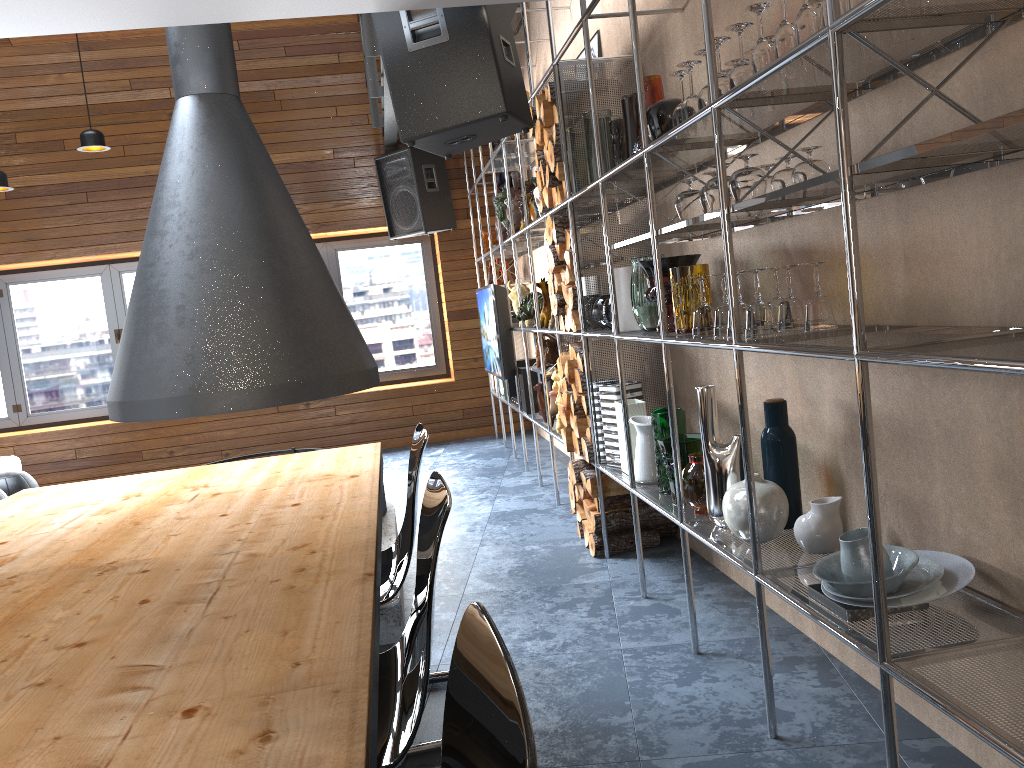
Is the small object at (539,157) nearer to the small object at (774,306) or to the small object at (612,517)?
the small object at (612,517)

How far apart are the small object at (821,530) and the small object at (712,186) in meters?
0.8 m

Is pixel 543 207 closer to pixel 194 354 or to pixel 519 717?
pixel 194 354

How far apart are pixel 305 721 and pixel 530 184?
4.3 meters

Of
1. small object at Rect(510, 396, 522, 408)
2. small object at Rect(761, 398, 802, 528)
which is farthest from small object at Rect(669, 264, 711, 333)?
small object at Rect(510, 396, 522, 408)

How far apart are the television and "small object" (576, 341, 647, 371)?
2.0 meters

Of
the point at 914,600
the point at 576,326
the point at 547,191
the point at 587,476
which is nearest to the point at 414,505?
the point at 914,600

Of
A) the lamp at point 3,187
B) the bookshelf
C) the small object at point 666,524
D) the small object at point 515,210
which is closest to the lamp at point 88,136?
the lamp at point 3,187

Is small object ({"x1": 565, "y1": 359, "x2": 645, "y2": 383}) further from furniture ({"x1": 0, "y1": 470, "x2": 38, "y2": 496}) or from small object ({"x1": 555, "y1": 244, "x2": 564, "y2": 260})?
furniture ({"x1": 0, "y1": 470, "x2": 38, "y2": 496})

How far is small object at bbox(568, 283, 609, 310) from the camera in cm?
379
